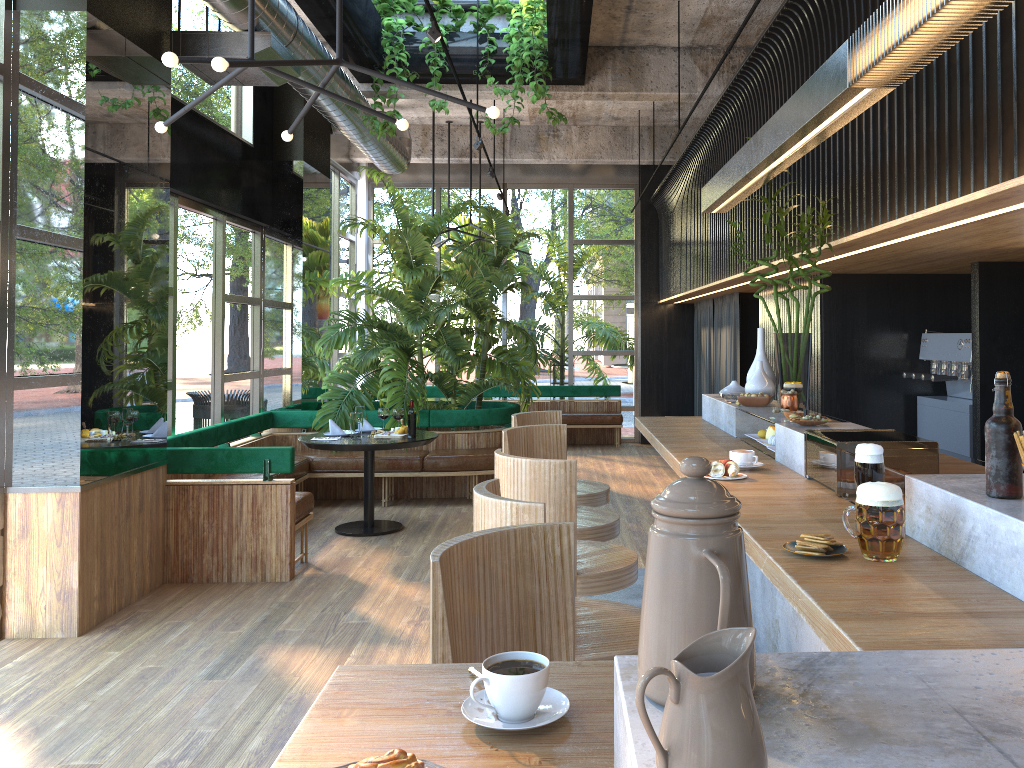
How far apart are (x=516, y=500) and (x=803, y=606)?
0.9m

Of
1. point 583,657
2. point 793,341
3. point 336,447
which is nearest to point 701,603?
point 583,657

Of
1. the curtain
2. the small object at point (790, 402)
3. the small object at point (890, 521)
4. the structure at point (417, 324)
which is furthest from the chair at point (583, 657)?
the curtain

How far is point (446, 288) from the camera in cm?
1282

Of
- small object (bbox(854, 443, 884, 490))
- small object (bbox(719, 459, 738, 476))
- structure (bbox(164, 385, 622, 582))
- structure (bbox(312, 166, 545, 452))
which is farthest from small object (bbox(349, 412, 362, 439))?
small object (bbox(854, 443, 884, 490))

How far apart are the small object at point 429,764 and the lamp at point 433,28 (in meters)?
4.36

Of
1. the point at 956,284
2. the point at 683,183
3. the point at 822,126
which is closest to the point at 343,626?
the point at 822,126

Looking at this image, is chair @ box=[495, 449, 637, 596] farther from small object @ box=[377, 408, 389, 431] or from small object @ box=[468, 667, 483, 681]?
small object @ box=[468, 667, 483, 681]

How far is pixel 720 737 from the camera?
0.7m

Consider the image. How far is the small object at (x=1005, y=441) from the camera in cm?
194
